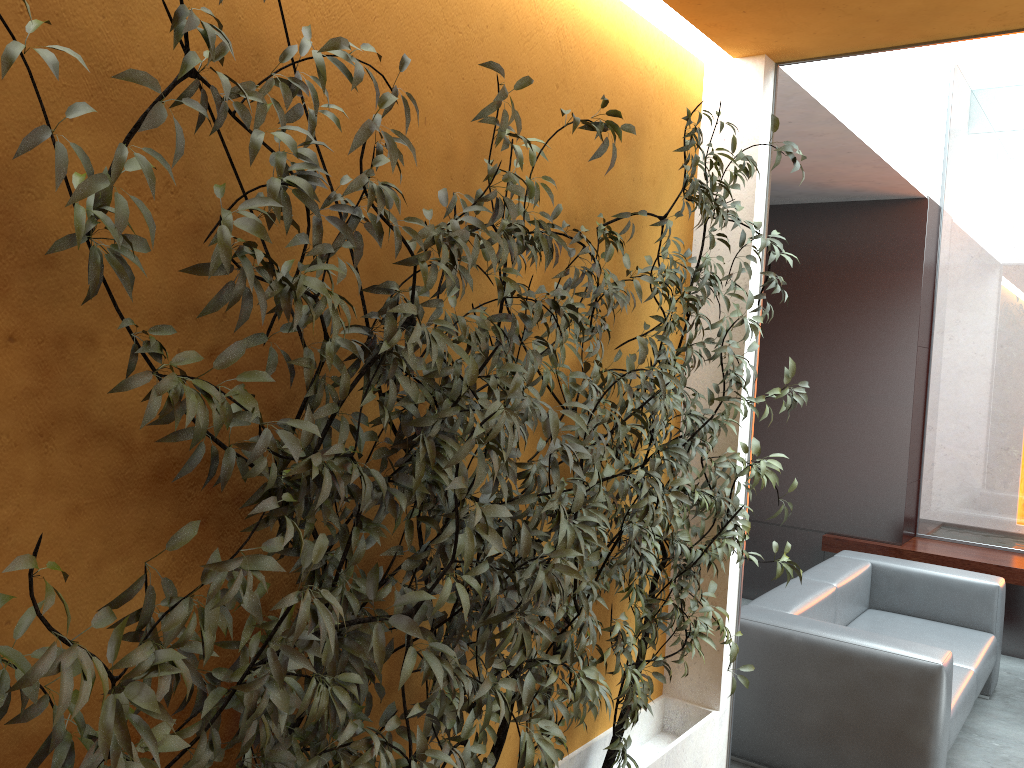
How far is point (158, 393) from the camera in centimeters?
133cm

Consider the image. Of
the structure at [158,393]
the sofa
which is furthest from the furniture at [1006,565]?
the structure at [158,393]

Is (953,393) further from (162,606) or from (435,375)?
(162,606)

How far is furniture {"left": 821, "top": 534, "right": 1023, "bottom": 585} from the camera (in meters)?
5.70

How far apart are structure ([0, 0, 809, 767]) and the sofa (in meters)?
0.70

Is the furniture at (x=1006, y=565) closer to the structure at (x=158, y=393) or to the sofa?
the sofa

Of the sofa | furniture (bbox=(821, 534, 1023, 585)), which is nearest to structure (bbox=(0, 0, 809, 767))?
the sofa

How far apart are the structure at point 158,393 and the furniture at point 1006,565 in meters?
3.3 m

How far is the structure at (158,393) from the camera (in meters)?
1.33

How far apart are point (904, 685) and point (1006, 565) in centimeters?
267cm
